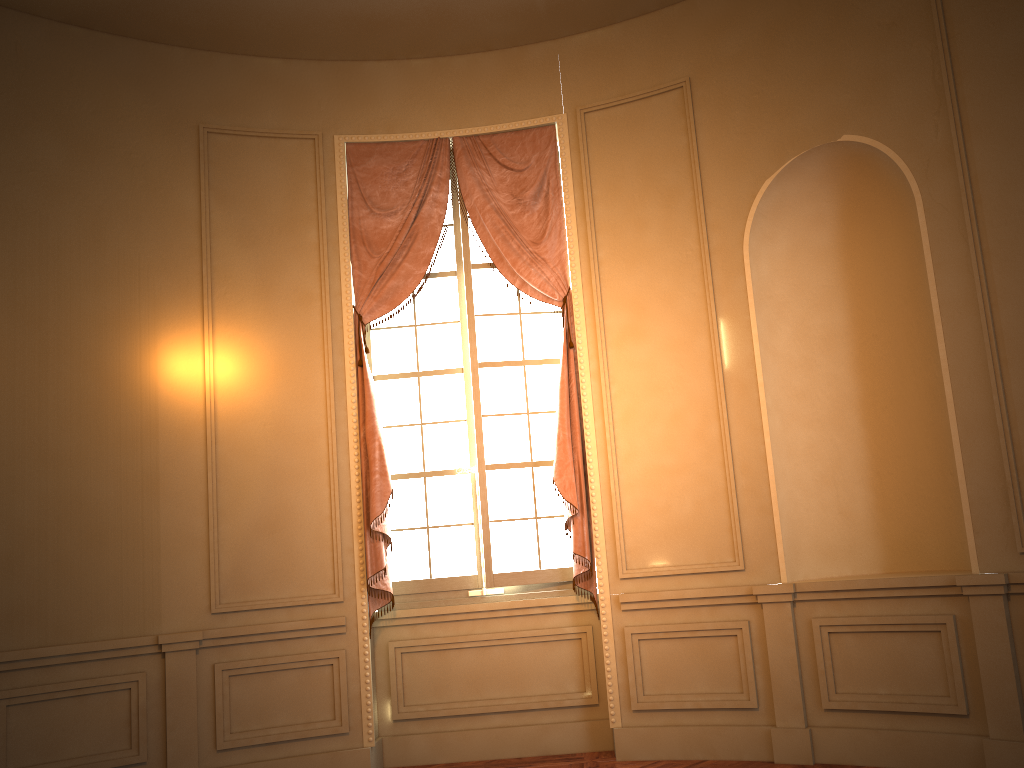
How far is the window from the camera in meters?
5.2

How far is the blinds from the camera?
5.02m

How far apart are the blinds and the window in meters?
0.1 m

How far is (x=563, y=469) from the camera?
5.0 meters

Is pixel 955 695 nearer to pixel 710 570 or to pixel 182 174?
pixel 710 570

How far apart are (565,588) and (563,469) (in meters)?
0.75

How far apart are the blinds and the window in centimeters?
10cm

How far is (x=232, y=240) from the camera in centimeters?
515cm

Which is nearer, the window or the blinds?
the blinds

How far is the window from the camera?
5.2m
